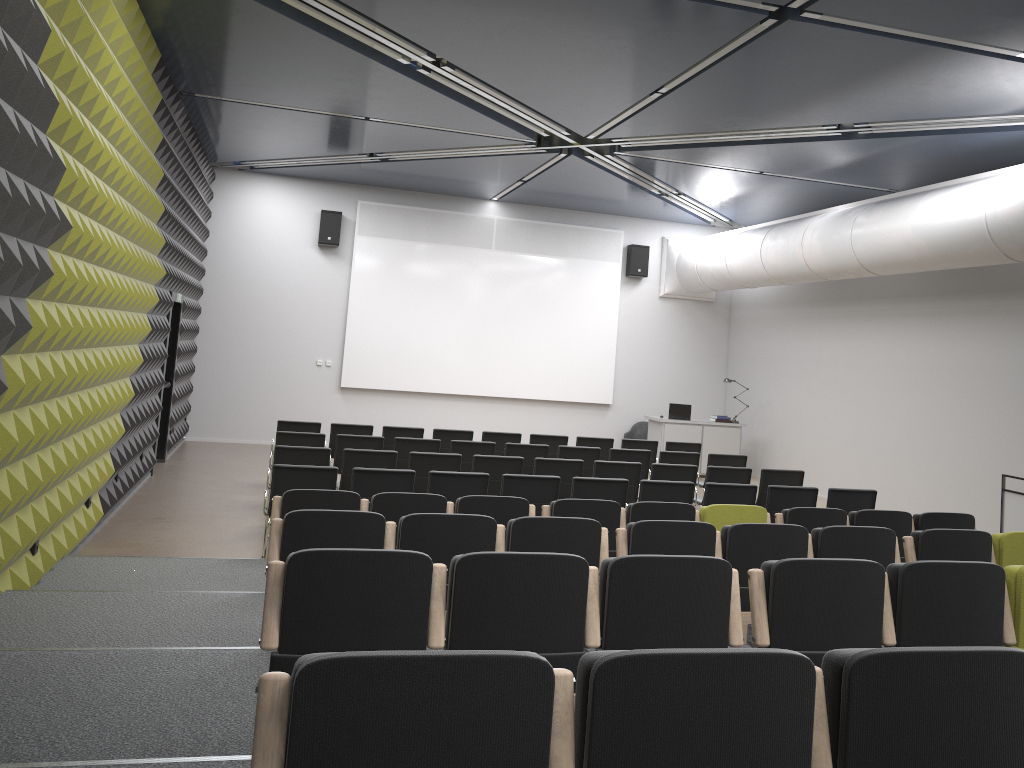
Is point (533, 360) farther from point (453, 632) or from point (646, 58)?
point (453, 632)

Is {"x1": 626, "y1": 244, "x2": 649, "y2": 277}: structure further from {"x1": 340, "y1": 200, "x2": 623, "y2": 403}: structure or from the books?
the books

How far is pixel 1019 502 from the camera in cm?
901

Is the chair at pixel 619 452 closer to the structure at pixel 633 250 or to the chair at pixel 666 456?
the chair at pixel 666 456

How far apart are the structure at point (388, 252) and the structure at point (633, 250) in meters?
0.2 m

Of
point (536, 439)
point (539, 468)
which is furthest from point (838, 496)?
point (536, 439)

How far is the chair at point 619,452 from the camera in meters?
11.1

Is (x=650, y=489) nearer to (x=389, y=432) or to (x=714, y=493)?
(x=714, y=493)

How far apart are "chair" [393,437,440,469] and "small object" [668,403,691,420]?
6.6 meters

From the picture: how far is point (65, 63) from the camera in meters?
5.5
